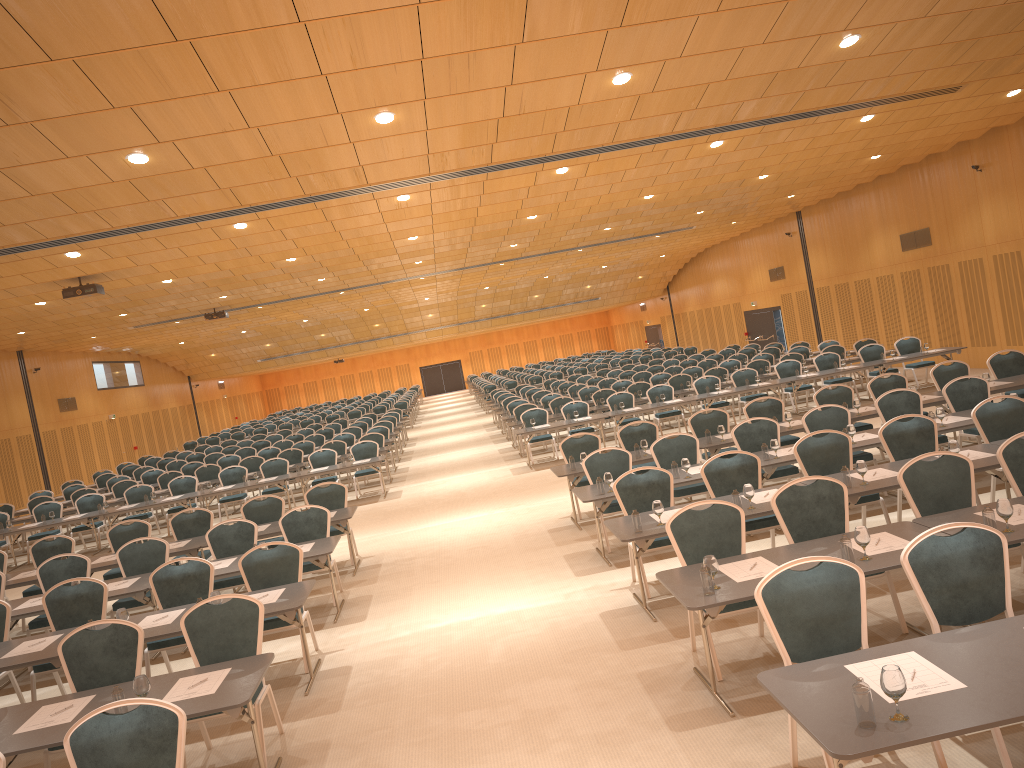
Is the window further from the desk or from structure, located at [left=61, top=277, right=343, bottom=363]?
structure, located at [left=61, top=277, right=343, bottom=363]

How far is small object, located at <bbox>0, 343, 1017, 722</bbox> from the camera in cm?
352

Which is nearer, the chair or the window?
the chair

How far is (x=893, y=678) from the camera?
3.5m

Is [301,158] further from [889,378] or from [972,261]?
[972,261]

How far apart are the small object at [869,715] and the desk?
0.0 meters

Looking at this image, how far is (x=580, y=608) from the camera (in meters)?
8.26

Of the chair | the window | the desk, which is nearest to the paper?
the desk

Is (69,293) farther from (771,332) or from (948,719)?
(771,332)

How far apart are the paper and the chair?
0.3m
